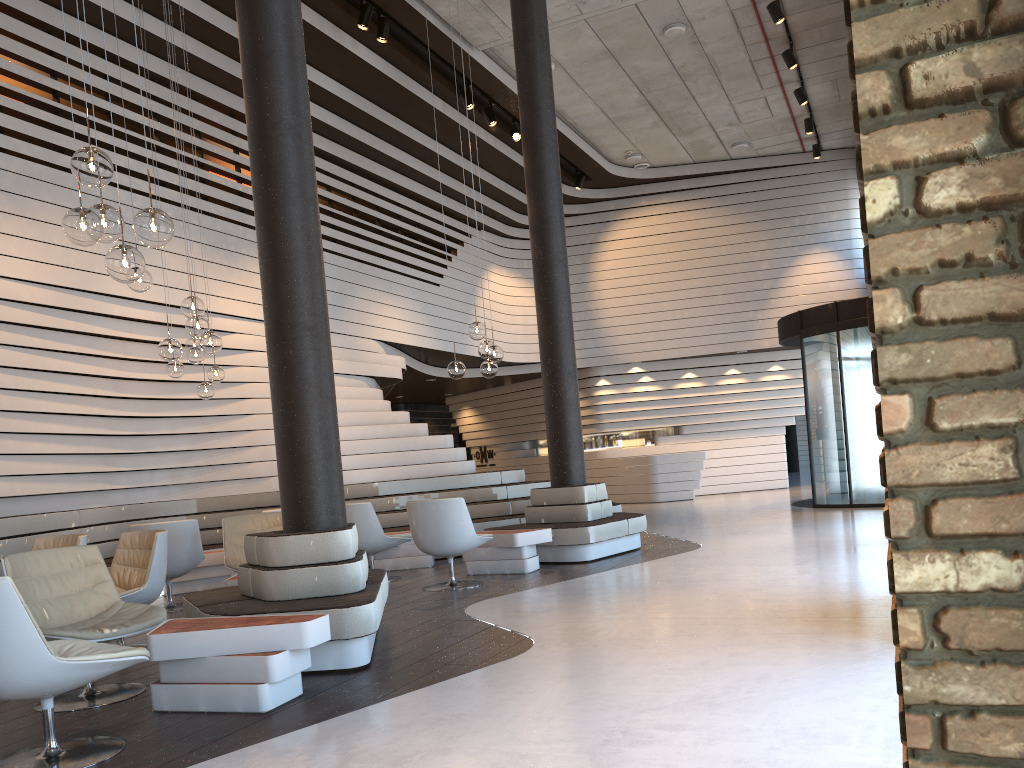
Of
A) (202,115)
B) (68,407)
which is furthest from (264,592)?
(202,115)

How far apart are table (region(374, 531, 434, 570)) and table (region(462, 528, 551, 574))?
1.0m

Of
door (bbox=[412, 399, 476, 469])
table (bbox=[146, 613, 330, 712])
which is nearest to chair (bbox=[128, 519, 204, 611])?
table (bbox=[146, 613, 330, 712])

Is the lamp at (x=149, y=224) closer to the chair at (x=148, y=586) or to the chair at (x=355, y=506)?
the chair at (x=148, y=586)

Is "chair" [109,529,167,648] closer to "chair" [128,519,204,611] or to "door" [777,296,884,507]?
"chair" [128,519,204,611]

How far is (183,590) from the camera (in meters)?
8.50

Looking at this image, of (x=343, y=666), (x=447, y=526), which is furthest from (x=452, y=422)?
(x=343, y=666)

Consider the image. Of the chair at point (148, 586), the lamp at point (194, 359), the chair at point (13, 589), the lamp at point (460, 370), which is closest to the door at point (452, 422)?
the lamp at point (194, 359)

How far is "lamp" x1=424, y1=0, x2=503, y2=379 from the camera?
7.9m

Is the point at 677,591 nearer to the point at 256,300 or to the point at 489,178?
the point at 256,300
